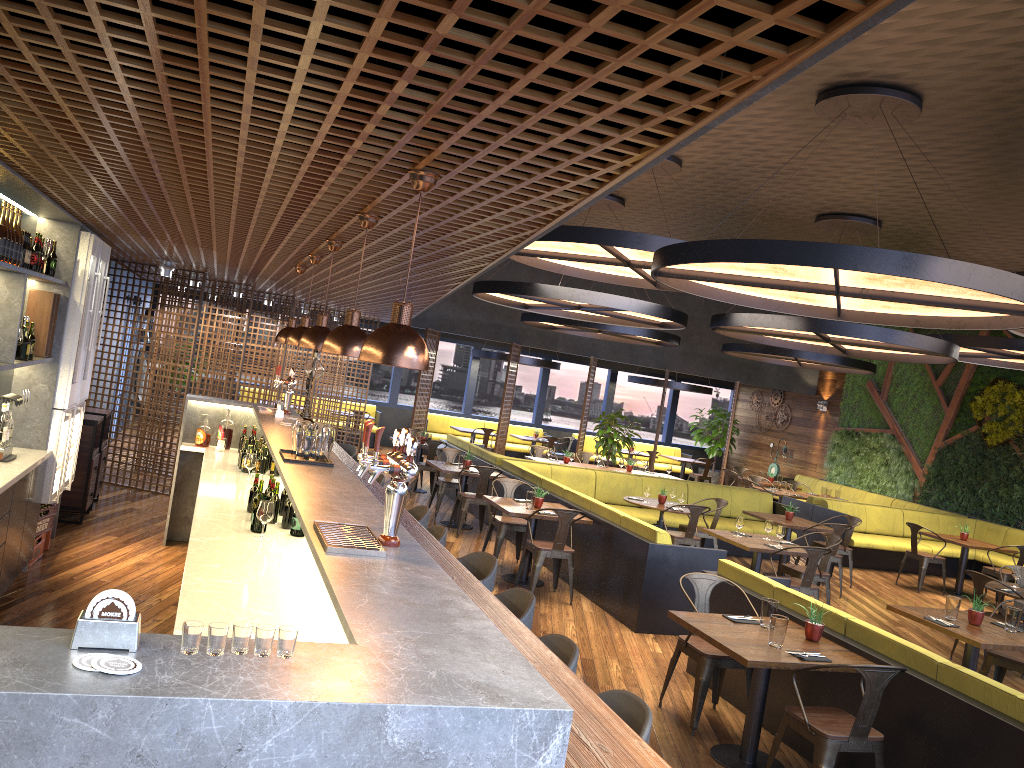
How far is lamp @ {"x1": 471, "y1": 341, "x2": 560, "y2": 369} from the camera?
18.6m

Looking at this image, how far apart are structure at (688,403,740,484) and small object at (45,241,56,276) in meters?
17.8 m

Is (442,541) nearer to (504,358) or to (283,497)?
(283,497)

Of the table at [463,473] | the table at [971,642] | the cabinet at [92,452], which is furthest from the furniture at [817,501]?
the cabinet at [92,452]

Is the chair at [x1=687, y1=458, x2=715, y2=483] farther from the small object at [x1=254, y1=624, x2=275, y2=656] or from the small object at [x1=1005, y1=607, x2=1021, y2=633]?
the small object at [x1=254, y1=624, x2=275, y2=656]

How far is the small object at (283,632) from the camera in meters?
1.9

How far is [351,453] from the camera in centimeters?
953cm

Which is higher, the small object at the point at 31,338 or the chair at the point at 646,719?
the small object at the point at 31,338

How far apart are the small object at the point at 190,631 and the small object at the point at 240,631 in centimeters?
7cm

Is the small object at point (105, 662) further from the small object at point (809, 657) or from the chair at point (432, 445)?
the chair at point (432, 445)
